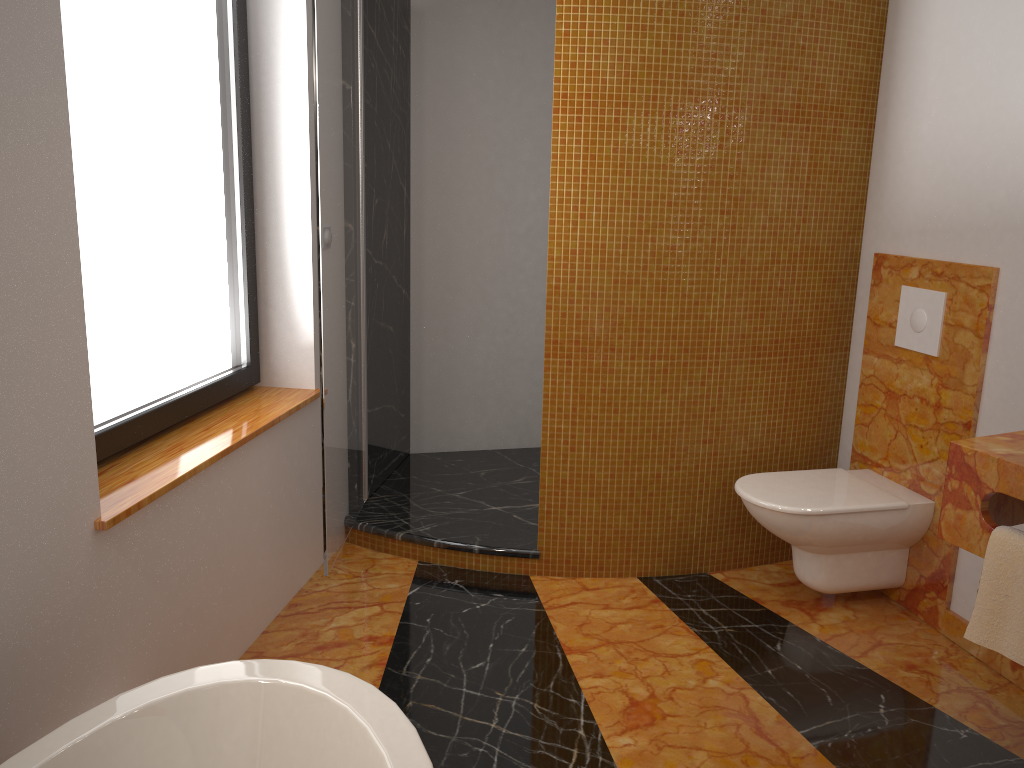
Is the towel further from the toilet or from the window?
the window

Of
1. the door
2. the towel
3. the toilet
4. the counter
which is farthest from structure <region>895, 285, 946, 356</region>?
the door

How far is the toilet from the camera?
2.71m

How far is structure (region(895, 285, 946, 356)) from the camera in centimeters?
275cm

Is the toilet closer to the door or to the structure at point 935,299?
the structure at point 935,299

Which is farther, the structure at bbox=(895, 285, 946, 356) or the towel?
the structure at bbox=(895, 285, 946, 356)

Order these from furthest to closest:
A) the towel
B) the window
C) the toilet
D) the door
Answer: the toilet < the door < the window < the towel

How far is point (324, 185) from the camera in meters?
2.5 m

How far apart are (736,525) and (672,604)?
0.43m

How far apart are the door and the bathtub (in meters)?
1.06
